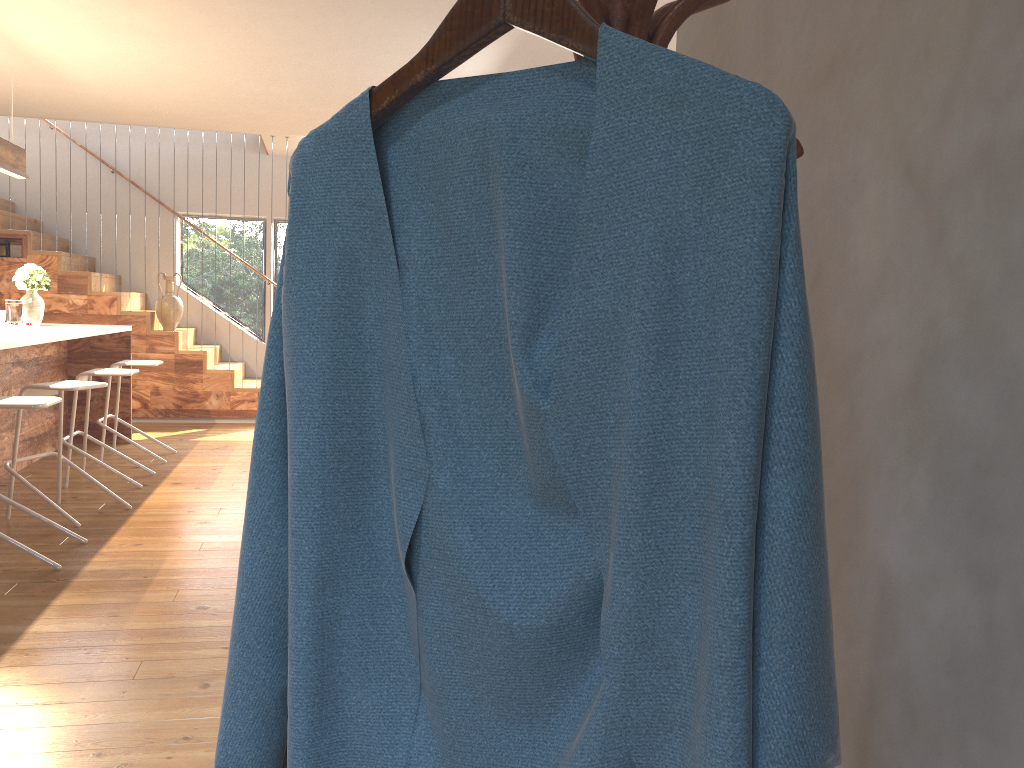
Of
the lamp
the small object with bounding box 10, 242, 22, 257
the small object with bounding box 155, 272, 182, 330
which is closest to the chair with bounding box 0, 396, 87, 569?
the lamp

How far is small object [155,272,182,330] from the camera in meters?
8.6 m

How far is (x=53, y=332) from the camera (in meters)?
5.56

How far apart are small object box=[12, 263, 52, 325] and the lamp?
0.64m

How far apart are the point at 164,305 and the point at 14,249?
1.4 meters

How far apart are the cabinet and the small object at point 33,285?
0.04m

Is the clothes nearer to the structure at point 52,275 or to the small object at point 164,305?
the structure at point 52,275

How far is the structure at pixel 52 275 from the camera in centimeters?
825cm

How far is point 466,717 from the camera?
0.8m

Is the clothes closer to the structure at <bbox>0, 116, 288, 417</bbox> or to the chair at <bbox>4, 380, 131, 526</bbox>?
the chair at <bbox>4, 380, 131, 526</bbox>
